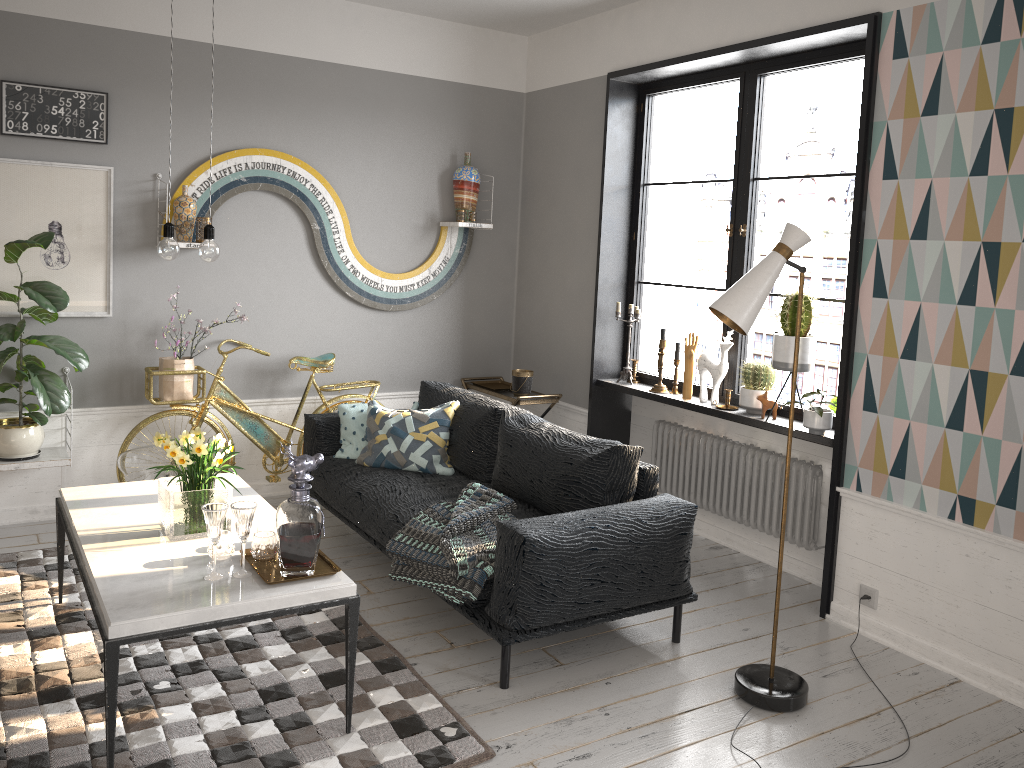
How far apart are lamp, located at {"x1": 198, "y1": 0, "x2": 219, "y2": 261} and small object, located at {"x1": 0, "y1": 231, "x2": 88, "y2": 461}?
1.58m

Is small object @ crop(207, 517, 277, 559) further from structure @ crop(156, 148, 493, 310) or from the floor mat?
structure @ crop(156, 148, 493, 310)

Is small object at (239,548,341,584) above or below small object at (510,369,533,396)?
below

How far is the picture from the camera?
4.44m

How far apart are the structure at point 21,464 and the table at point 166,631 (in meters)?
0.99

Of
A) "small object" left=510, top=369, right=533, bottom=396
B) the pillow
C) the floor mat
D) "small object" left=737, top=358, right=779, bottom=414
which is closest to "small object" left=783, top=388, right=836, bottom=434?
"small object" left=737, top=358, right=779, bottom=414

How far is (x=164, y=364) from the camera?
4.77m

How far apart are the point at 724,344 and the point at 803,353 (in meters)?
0.58

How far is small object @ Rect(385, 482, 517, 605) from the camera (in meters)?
3.31

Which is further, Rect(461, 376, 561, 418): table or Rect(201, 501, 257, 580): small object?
Rect(461, 376, 561, 418): table
